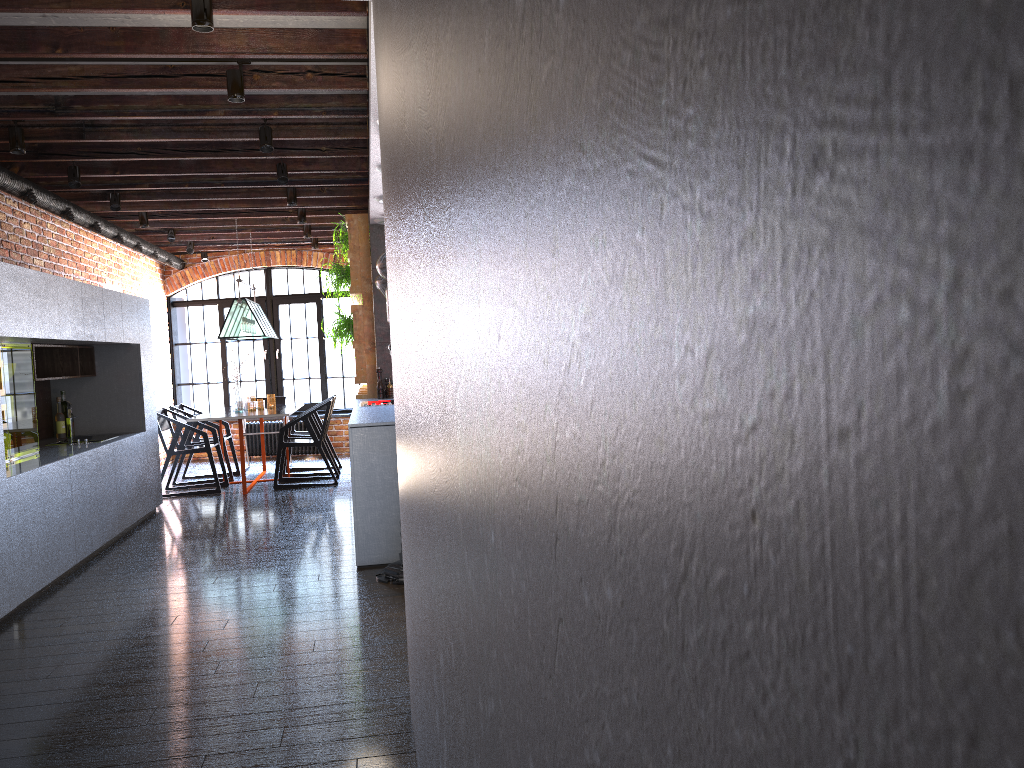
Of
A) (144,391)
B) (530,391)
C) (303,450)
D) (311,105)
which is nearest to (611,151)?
(530,391)

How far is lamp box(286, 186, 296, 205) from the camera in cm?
743

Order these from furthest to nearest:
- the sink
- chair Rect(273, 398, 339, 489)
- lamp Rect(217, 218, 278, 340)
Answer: lamp Rect(217, 218, 278, 340)
chair Rect(273, 398, 339, 489)
the sink

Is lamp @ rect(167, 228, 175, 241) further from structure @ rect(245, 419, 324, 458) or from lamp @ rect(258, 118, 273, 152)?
lamp @ rect(258, 118, 273, 152)

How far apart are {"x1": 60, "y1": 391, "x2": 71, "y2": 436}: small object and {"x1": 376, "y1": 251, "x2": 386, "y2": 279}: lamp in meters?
2.8

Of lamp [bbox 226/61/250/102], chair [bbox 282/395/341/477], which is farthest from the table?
lamp [bbox 226/61/250/102]

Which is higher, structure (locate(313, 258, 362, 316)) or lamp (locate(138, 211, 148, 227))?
lamp (locate(138, 211, 148, 227))

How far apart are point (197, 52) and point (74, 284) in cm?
238

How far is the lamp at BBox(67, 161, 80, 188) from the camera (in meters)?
6.18

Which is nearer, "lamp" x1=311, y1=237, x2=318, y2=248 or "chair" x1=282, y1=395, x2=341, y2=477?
"chair" x1=282, y1=395, x2=341, y2=477
